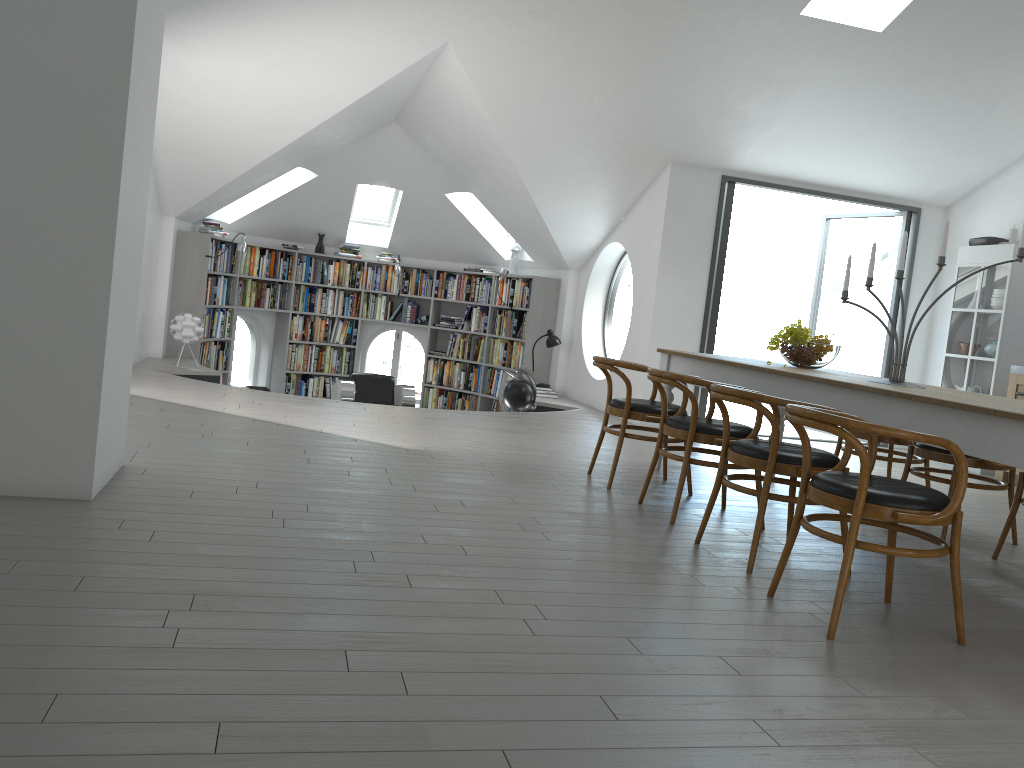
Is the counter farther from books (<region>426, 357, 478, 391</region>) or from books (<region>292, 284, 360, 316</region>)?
books (<region>292, 284, 360, 316</region>)

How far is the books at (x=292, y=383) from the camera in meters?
11.5

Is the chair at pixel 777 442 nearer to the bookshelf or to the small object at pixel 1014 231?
the small object at pixel 1014 231

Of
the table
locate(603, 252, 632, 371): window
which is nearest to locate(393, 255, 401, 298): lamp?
locate(603, 252, 632, 371): window

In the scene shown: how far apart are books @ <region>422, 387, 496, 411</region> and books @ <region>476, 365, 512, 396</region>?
0.2 meters

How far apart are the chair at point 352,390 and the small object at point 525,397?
1.3 meters

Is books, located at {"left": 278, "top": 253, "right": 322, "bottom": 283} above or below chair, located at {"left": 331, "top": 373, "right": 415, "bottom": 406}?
above

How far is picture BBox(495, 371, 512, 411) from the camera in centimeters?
1088cm

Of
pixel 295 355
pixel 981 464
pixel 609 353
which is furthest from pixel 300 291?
pixel 609 353

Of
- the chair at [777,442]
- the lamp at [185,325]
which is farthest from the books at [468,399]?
the chair at [777,442]
